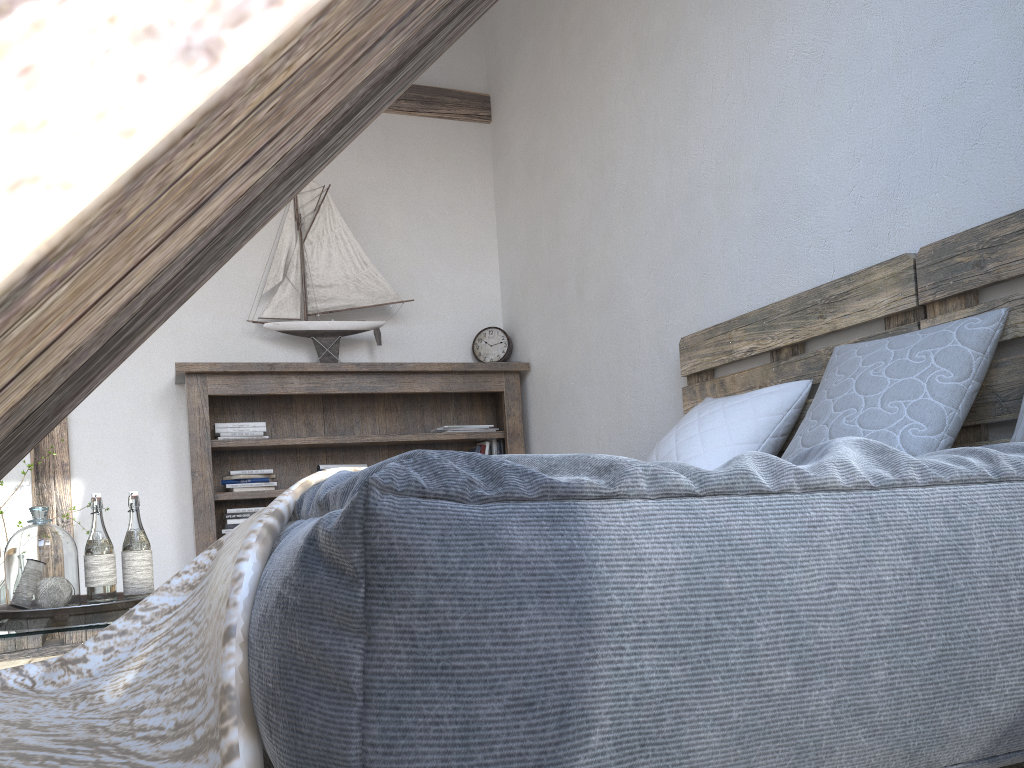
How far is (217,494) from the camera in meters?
3.8

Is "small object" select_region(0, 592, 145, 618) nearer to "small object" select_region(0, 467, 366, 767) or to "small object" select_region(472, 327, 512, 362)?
"small object" select_region(0, 467, 366, 767)

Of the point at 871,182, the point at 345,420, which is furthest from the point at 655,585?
the point at 345,420

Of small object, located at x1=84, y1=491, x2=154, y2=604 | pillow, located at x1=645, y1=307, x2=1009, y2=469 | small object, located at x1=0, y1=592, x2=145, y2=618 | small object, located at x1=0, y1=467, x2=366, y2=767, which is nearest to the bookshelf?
small object, located at x1=0, y1=592, x2=145, y2=618

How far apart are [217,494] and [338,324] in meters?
1.0

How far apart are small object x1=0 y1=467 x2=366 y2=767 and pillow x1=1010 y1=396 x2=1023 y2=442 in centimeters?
136cm

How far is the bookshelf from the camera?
3.8m

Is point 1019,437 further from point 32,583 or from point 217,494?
point 217,494

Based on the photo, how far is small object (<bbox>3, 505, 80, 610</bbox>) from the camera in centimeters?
197cm

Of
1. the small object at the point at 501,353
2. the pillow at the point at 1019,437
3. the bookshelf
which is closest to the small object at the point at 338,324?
the bookshelf
